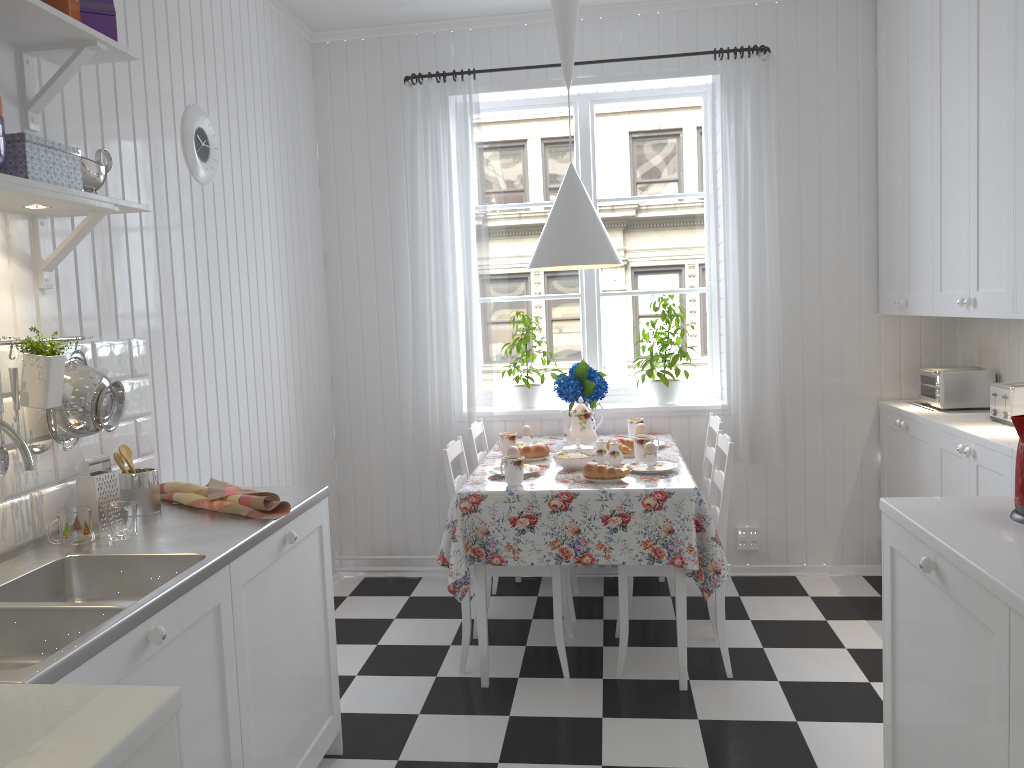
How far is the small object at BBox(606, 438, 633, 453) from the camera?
3.5 meters

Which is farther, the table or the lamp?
the lamp

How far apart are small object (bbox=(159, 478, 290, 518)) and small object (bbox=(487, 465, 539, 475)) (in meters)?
1.10

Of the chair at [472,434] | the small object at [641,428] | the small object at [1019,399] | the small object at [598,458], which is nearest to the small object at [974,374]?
the small object at [1019,399]

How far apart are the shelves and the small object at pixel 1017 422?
2.1 meters

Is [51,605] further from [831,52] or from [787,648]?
[831,52]

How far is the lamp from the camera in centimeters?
340cm

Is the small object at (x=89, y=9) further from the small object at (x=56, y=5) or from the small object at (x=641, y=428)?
the small object at (x=641, y=428)

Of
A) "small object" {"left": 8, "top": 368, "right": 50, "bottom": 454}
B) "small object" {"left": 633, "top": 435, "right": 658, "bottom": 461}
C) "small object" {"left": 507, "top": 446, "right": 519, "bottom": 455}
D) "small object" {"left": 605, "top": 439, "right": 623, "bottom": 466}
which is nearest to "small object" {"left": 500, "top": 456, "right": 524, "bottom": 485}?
"small object" {"left": 507, "top": 446, "right": 519, "bottom": 455}

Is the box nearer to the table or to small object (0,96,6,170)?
small object (0,96,6,170)
